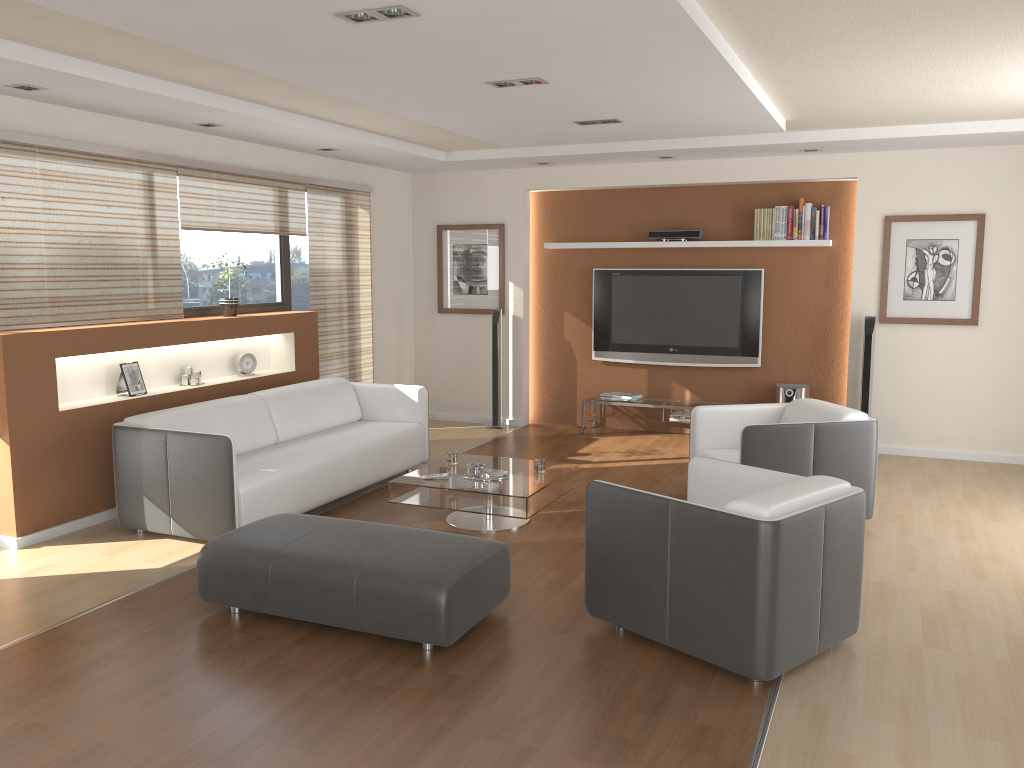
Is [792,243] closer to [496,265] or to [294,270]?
[496,265]

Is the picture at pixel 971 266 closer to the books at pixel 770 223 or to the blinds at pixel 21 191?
the books at pixel 770 223

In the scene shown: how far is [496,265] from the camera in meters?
8.7 m

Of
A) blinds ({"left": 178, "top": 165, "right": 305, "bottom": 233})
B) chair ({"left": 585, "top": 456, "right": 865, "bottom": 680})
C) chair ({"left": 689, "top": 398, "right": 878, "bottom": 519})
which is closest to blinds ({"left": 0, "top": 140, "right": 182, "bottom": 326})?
blinds ({"left": 178, "top": 165, "right": 305, "bottom": 233})

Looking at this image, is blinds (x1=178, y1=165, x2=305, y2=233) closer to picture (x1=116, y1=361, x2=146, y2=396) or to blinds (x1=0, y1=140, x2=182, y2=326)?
blinds (x1=0, y1=140, x2=182, y2=326)

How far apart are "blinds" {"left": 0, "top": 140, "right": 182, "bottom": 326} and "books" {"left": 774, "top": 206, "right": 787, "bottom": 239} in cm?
492

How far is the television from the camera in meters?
8.0

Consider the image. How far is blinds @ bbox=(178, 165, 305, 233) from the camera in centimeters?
620cm

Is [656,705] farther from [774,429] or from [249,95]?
[249,95]

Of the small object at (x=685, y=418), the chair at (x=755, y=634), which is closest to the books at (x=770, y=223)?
the small object at (x=685, y=418)
